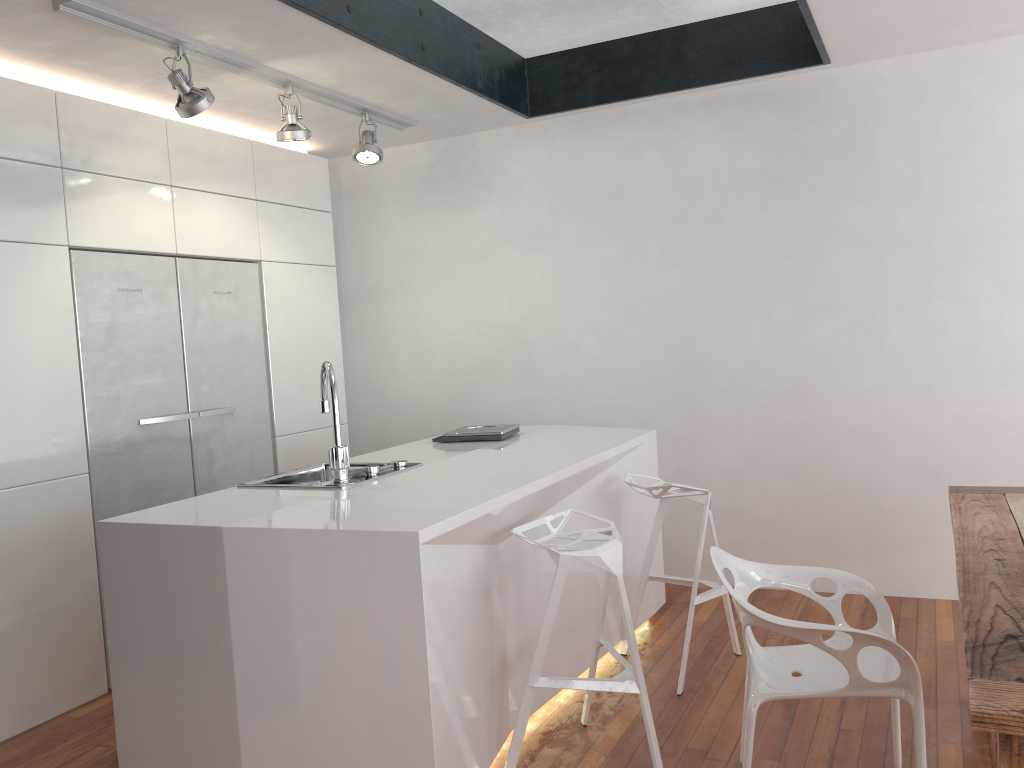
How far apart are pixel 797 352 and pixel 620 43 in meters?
1.8 m

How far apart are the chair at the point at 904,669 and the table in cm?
24

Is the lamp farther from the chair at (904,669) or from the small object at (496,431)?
the chair at (904,669)

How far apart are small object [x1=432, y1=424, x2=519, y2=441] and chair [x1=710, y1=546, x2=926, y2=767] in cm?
141

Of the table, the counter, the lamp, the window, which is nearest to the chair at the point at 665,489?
the counter

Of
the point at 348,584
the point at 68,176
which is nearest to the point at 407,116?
the point at 68,176

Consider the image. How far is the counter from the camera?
2.26m

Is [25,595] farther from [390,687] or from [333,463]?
[390,687]

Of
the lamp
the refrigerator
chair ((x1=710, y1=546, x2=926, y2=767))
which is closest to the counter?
chair ((x1=710, y1=546, x2=926, y2=767))

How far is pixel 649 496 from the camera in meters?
3.4
